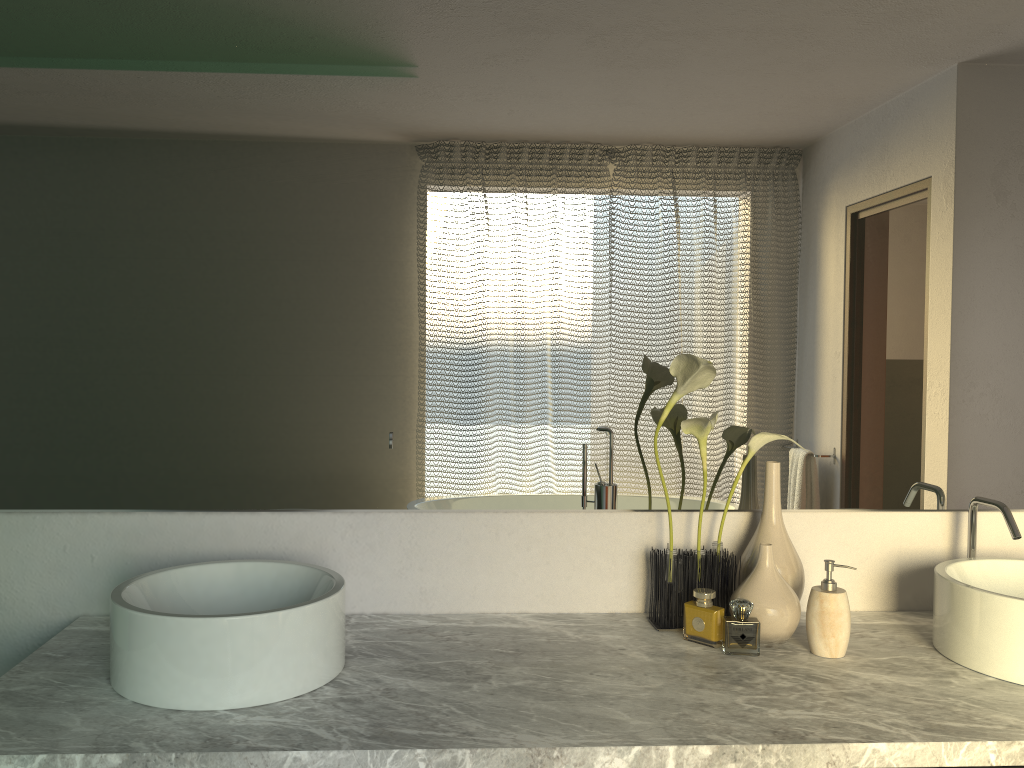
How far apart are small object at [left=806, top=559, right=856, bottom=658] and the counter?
0.0m

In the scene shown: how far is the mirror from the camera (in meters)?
1.60

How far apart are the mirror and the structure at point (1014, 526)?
0.06m

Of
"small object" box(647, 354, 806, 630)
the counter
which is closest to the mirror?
"small object" box(647, 354, 806, 630)

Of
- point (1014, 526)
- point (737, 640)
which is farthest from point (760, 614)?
point (737, 640)

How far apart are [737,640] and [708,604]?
3.9 meters

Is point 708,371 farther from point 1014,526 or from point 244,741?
point 244,741

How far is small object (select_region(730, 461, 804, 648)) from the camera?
1.51m

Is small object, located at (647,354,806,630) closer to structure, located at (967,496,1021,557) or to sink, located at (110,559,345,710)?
structure, located at (967,496,1021,557)

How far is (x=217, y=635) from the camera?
1.21m
